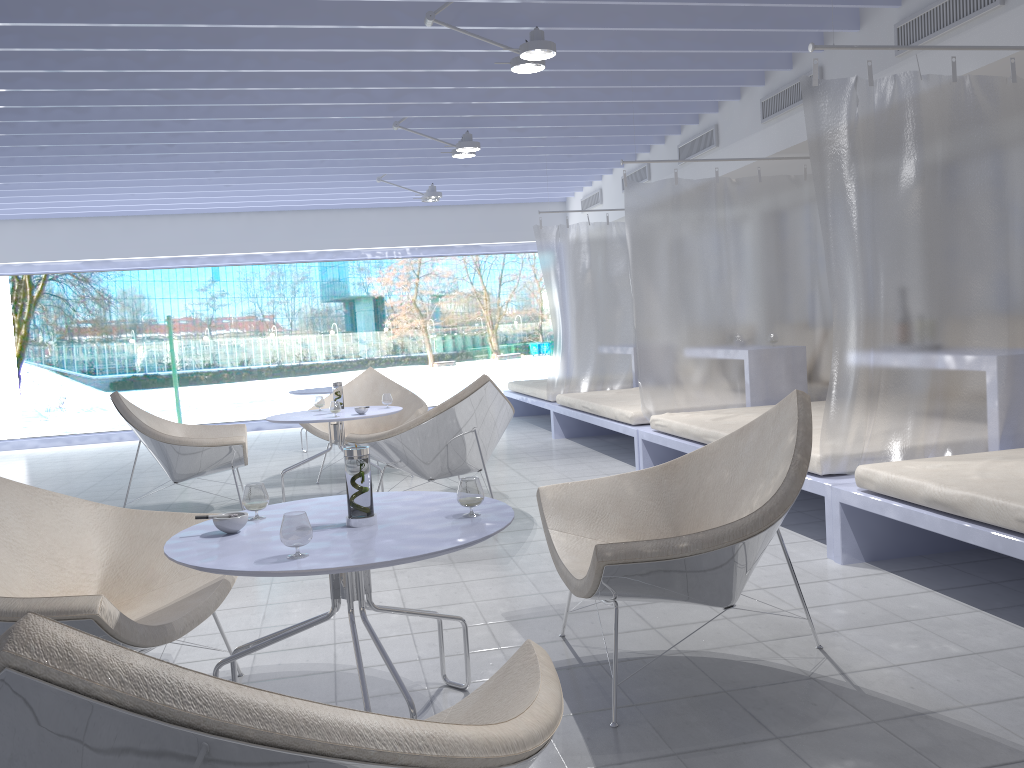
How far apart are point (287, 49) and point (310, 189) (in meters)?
4.55

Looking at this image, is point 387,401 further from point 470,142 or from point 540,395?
point 540,395

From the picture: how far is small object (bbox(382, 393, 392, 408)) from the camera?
5.5m

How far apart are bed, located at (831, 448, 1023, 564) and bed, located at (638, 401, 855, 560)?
0.1m

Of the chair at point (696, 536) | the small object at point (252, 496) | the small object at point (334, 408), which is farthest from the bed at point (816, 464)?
the small object at point (252, 496)

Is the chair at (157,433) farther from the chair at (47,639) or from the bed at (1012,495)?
the chair at (47,639)

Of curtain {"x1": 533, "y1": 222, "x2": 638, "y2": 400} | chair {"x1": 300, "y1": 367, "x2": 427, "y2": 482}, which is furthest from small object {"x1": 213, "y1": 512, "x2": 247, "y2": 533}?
curtain {"x1": 533, "y1": 222, "x2": 638, "y2": 400}

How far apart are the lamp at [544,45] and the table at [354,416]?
2.1m

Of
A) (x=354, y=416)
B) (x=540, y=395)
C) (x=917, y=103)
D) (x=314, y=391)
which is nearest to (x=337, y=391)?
(x=354, y=416)

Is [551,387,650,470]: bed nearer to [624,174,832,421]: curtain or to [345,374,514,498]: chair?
[624,174,832,421]: curtain
